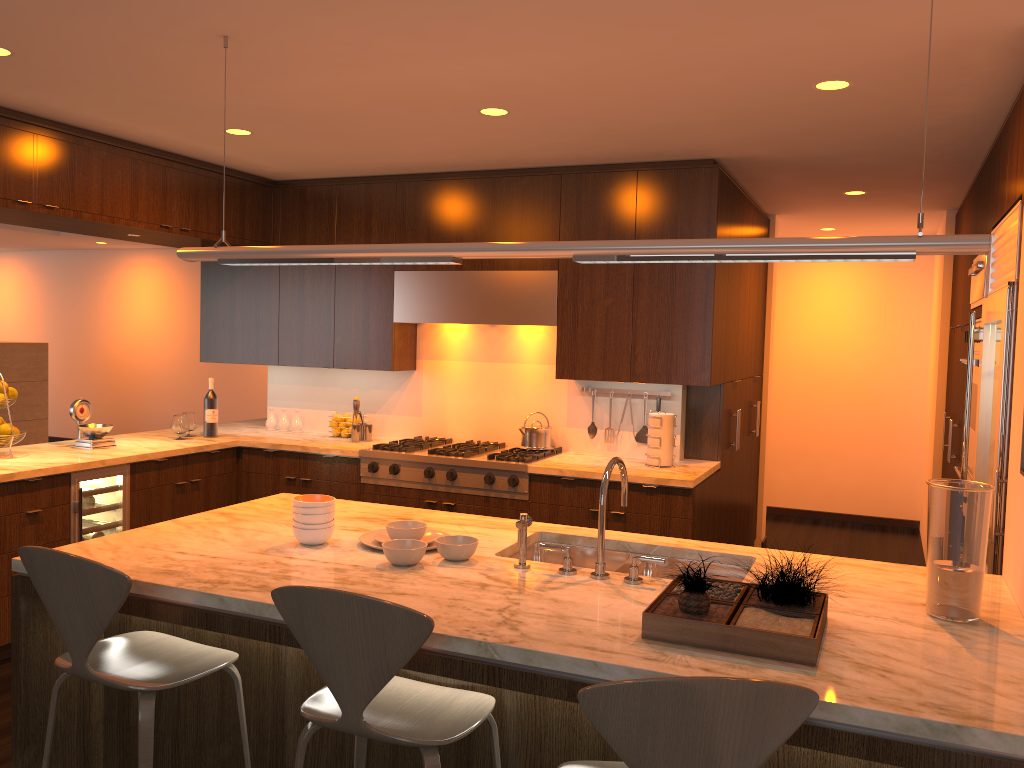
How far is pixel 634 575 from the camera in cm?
254

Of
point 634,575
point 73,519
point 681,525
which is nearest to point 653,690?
point 634,575

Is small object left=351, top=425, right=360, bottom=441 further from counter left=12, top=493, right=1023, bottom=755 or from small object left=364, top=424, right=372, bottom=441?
counter left=12, top=493, right=1023, bottom=755

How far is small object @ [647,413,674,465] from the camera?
4.8m

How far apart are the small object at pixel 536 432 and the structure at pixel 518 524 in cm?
255

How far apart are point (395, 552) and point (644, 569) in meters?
0.9

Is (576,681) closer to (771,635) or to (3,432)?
(771,635)

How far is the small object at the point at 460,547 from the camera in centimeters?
269cm

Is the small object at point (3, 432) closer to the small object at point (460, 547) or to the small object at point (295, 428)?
the small object at point (295, 428)

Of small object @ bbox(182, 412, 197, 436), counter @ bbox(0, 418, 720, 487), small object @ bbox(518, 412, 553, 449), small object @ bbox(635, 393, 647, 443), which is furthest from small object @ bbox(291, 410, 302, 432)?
small object @ bbox(635, 393, 647, 443)
